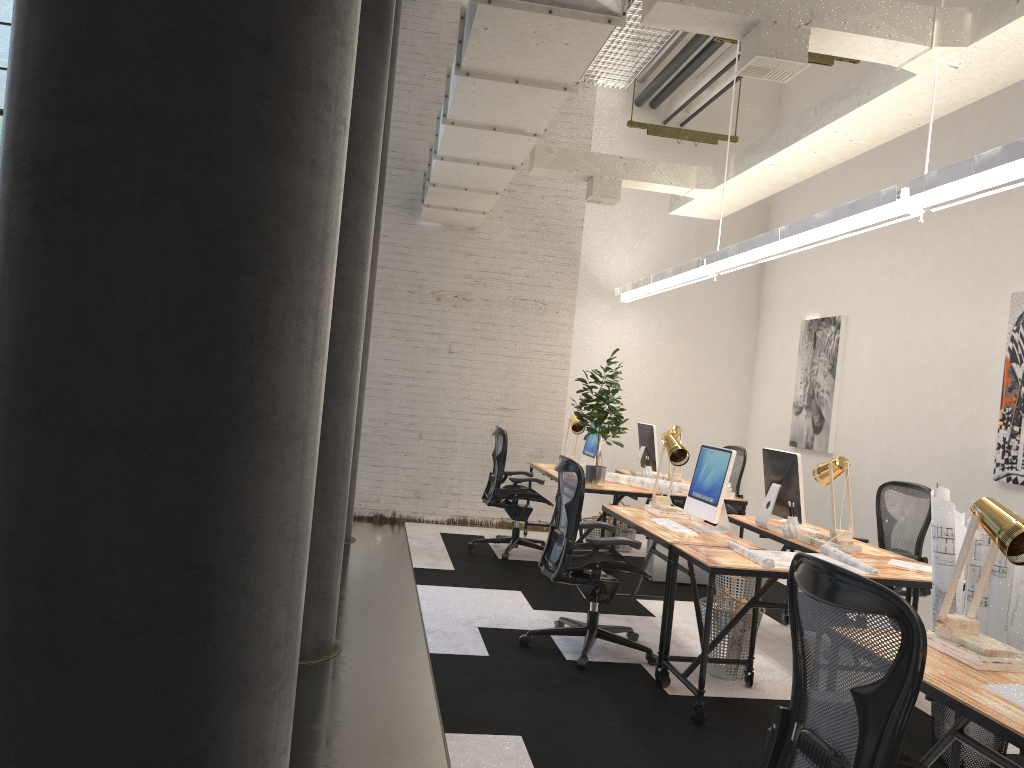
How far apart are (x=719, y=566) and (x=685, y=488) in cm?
288

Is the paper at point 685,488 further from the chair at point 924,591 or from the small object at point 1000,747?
the small object at point 1000,747

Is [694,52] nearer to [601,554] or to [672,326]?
[672,326]

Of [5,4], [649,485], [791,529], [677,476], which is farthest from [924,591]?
[5,4]

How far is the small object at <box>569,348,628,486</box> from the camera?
6.7 meters

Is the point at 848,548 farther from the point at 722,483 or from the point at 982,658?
the point at 982,658

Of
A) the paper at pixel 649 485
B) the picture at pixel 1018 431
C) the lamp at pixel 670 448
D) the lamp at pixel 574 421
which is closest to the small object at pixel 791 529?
the lamp at pixel 670 448

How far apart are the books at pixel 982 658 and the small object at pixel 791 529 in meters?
2.2

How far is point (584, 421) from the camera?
6.70m

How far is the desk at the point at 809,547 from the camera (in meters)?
4.80
